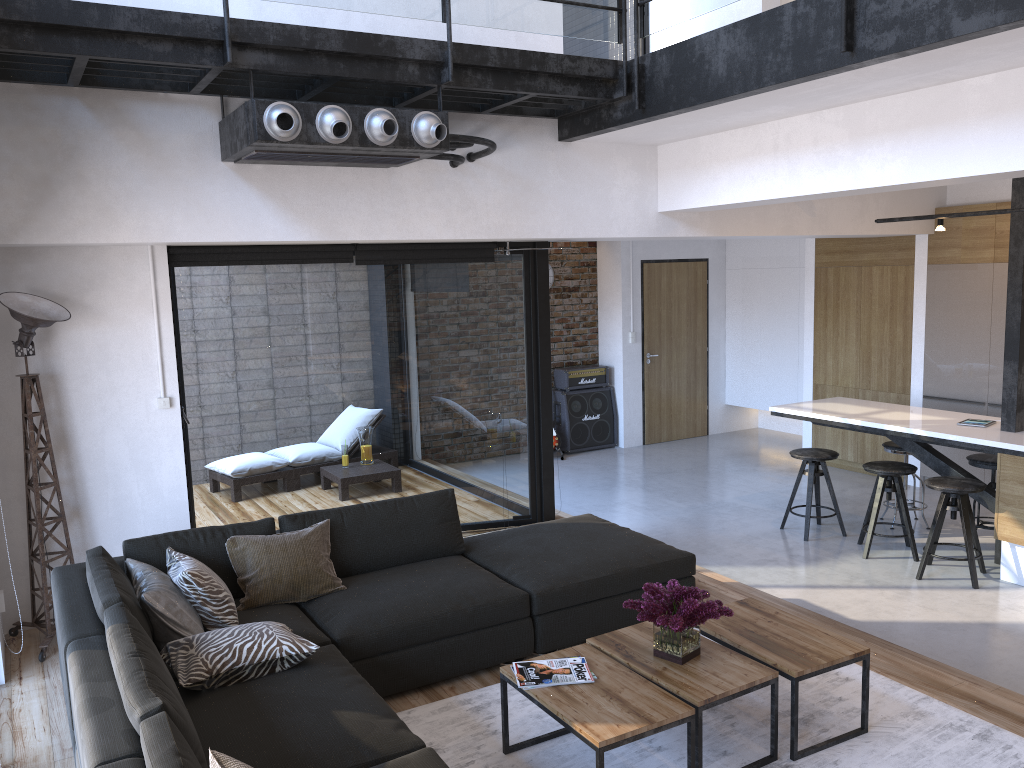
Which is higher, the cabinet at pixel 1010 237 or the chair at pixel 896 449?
the cabinet at pixel 1010 237

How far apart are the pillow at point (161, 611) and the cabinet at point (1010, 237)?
4.69m

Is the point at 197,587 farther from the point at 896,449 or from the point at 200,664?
the point at 896,449

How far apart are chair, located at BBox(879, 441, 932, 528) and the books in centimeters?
429cm

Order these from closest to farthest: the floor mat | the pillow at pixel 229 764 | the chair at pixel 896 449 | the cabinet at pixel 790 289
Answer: the pillow at pixel 229 764, the floor mat, the chair at pixel 896 449, the cabinet at pixel 790 289

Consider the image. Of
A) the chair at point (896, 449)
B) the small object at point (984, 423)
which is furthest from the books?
the chair at point (896, 449)

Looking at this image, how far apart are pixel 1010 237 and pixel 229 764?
5.57m

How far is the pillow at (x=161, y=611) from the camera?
3.4 meters

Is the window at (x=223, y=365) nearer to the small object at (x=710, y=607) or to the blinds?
the blinds

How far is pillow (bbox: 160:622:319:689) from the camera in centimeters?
319cm
